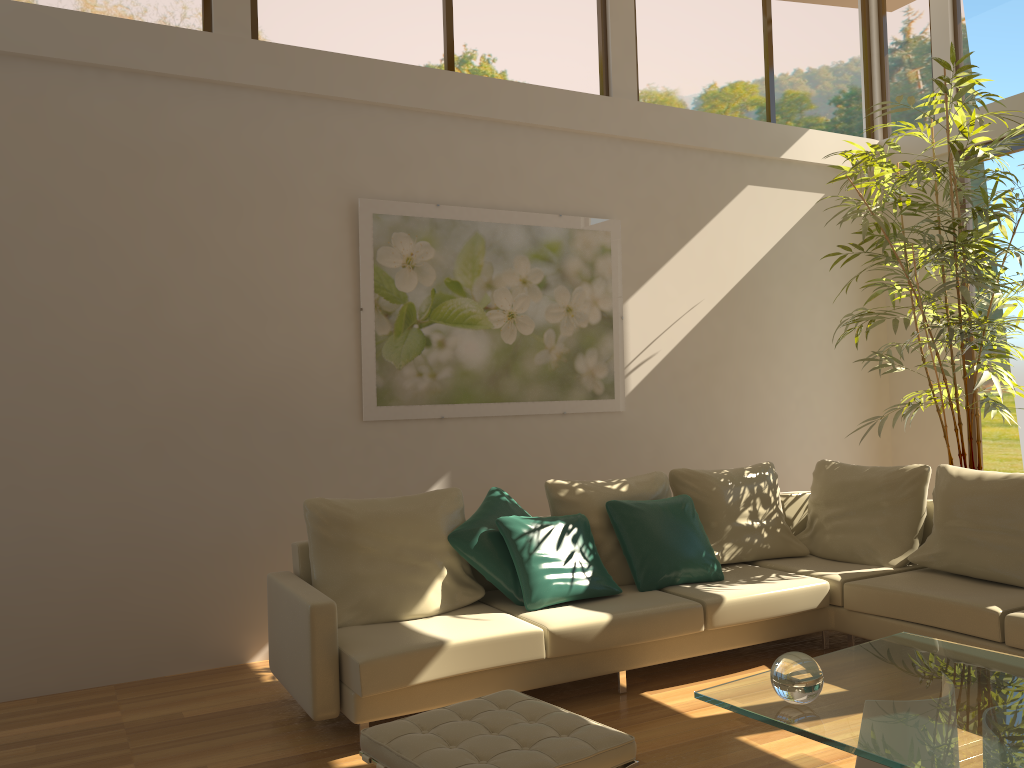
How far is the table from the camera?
2.3 meters

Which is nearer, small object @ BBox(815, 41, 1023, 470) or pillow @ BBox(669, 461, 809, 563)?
pillow @ BBox(669, 461, 809, 563)

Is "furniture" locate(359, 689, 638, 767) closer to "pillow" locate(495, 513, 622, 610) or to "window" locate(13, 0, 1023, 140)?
"pillow" locate(495, 513, 622, 610)

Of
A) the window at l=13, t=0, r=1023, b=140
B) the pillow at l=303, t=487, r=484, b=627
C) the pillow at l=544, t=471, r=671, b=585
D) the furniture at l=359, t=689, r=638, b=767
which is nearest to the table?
the furniture at l=359, t=689, r=638, b=767

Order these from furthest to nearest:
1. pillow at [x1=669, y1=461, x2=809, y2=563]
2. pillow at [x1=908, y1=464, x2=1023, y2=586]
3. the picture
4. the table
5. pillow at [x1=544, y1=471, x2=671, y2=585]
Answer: the picture, pillow at [x1=669, y1=461, x2=809, y2=563], pillow at [x1=544, y1=471, x2=671, y2=585], pillow at [x1=908, y1=464, x2=1023, y2=586], the table

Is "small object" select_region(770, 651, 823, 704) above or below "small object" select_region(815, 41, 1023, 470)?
below

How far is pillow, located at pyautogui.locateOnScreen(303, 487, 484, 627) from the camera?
4.0 meters

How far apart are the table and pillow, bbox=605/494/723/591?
1.3 meters

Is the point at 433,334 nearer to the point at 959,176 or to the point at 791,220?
the point at 791,220

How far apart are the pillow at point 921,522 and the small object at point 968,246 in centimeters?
54cm
